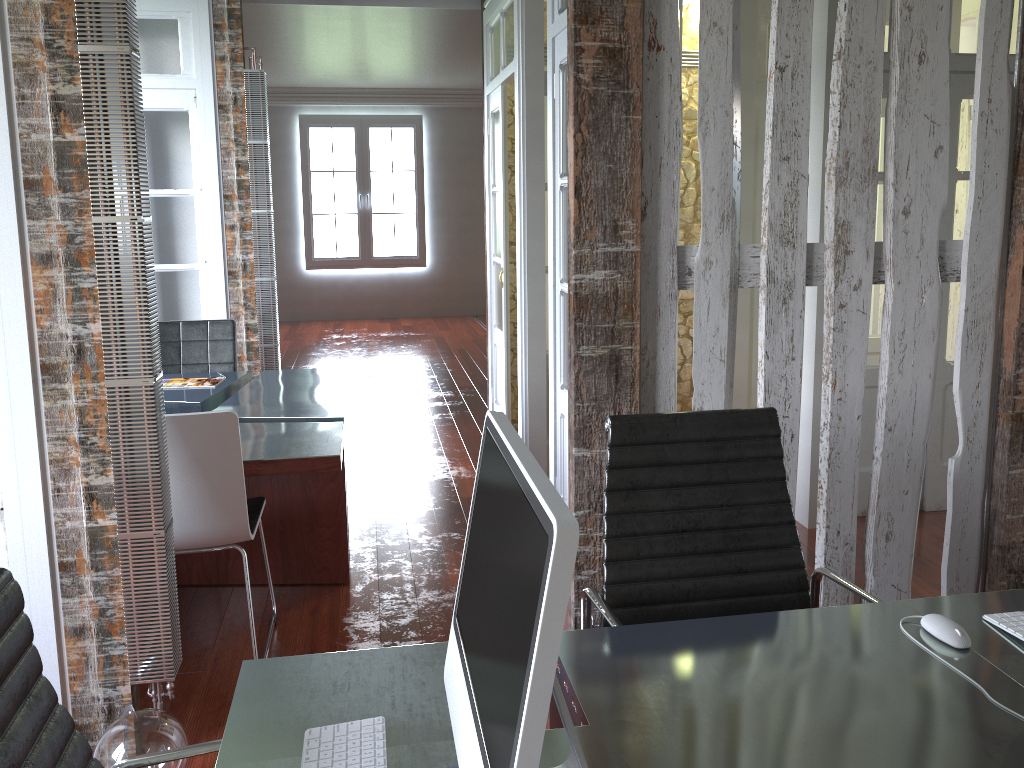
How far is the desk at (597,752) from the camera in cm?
129

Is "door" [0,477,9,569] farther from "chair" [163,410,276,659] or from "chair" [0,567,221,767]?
"chair" [0,567,221,767]

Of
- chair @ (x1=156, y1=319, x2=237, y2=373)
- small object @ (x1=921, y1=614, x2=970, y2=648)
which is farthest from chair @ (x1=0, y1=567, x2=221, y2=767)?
chair @ (x1=156, y1=319, x2=237, y2=373)

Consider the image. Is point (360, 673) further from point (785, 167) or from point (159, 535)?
point (785, 167)

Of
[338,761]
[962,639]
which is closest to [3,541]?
[338,761]

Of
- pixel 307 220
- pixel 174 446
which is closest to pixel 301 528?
pixel 174 446

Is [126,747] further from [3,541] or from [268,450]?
[268,450]

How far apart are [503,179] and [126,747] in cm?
368

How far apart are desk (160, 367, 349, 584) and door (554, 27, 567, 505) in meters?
0.9 m

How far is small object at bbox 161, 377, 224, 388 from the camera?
4.28m
